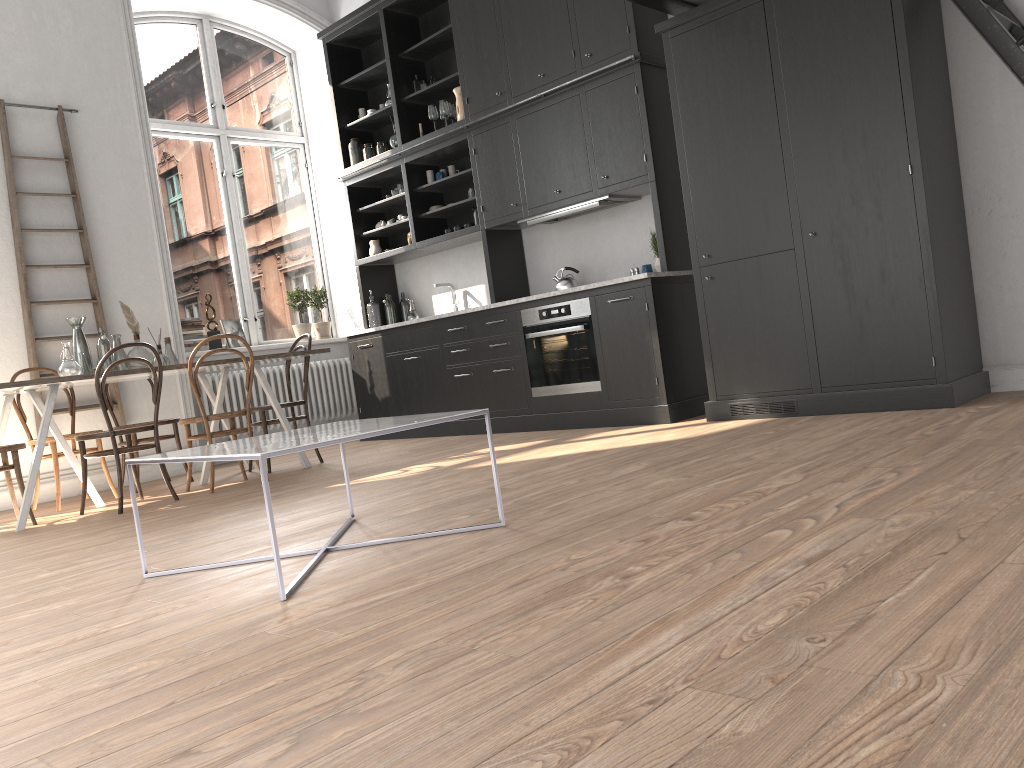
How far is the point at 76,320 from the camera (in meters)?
5.44

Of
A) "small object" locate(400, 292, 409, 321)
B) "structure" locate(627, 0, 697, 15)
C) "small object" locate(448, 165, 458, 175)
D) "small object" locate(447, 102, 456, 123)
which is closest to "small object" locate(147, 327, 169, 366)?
"small object" locate(400, 292, 409, 321)

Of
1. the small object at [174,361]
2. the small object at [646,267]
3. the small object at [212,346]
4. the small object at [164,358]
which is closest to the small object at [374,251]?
the small object at [212,346]

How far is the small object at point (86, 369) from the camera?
5.37m

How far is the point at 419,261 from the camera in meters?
7.9 m

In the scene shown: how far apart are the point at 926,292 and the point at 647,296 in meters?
1.7 m

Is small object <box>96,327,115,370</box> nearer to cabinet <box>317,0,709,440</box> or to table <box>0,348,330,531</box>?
table <box>0,348,330,531</box>

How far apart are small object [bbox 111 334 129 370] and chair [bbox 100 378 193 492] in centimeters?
60cm

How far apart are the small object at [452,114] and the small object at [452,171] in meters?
0.4 m

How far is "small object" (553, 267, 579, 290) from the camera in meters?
6.4
